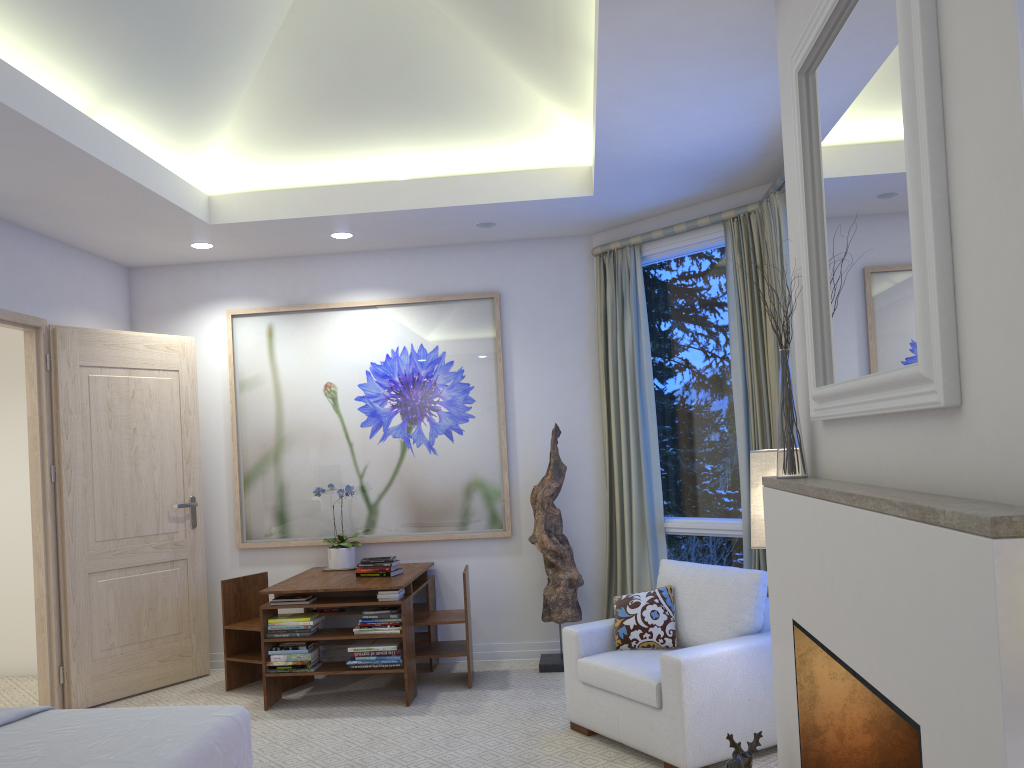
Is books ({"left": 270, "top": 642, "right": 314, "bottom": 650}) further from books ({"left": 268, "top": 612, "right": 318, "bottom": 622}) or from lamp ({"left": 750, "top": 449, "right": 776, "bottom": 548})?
lamp ({"left": 750, "top": 449, "right": 776, "bottom": 548})

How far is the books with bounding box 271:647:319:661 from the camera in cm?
439

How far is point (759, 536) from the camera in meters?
2.9

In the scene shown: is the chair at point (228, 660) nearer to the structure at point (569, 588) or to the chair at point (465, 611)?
the chair at point (465, 611)

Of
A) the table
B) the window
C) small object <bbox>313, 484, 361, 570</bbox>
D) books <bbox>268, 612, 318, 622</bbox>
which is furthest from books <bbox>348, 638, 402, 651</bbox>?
the window

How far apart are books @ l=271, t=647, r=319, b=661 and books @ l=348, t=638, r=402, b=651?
0.2m

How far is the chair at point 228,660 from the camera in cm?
481

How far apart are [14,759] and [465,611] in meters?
2.6 m

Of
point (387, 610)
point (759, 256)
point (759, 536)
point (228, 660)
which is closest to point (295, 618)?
point (387, 610)

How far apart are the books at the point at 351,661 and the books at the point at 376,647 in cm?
6
